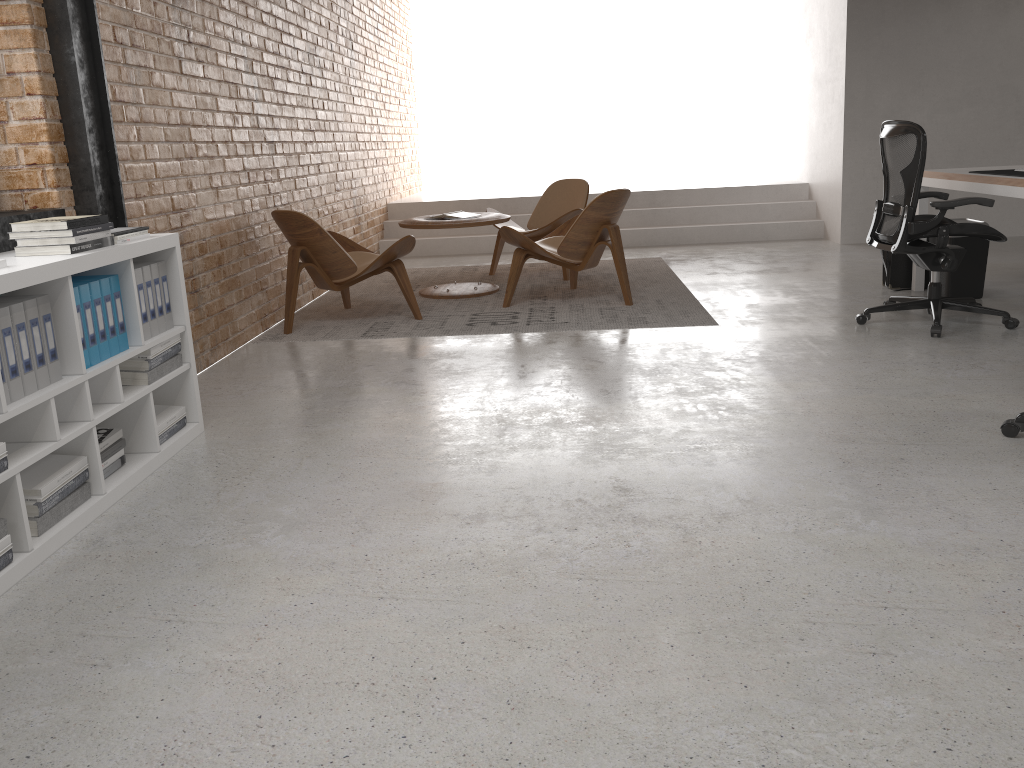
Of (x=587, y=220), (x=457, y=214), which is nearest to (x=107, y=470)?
(x=587, y=220)

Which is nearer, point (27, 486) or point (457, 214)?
point (27, 486)

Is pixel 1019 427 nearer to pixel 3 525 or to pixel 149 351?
pixel 149 351

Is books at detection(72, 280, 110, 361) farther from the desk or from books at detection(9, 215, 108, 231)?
the desk

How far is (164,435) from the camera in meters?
3.3

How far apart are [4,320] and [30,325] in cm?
12

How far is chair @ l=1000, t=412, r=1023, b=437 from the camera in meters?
3.0 m

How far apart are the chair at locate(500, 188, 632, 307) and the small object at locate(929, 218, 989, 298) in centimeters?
190cm

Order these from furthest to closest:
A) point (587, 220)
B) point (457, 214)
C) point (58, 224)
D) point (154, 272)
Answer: point (457, 214) → point (587, 220) → point (154, 272) → point (58, 224)

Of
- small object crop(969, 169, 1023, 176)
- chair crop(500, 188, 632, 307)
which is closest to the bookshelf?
chair crop(500, 188, 632, 307)
